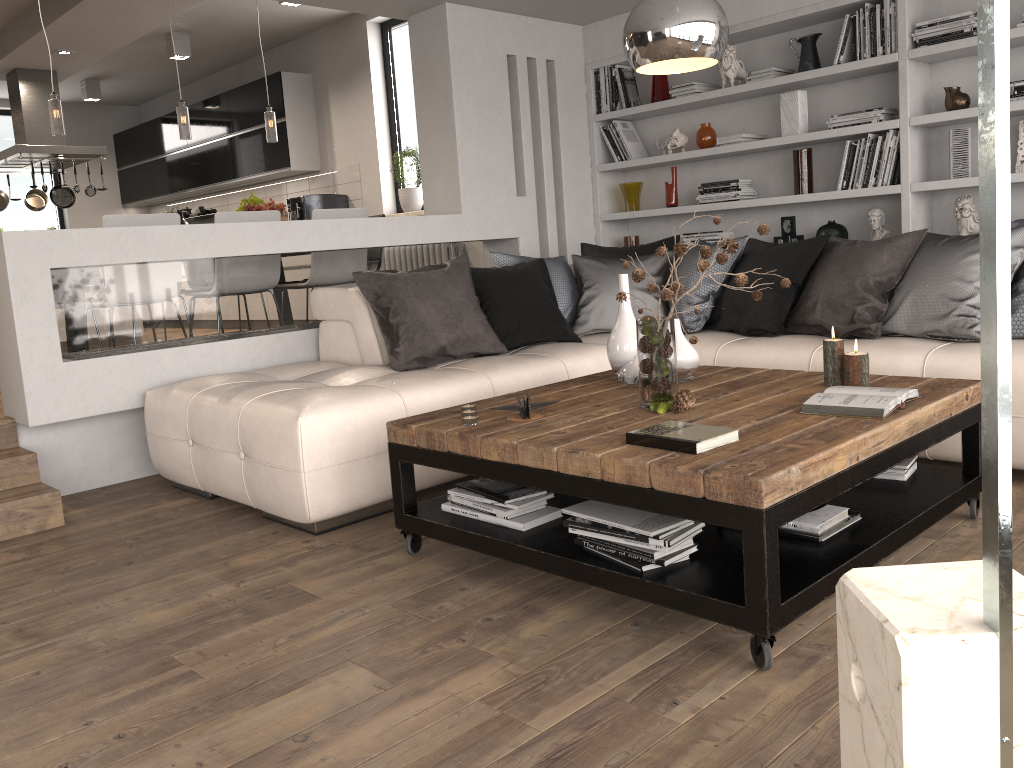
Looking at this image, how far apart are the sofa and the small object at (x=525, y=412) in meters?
0.7 m

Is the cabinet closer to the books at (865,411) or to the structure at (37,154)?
the structure at (37,154)

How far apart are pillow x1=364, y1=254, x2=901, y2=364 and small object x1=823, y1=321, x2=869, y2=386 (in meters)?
2.07

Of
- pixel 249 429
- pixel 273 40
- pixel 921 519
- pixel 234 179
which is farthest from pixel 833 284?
pixel 234 179

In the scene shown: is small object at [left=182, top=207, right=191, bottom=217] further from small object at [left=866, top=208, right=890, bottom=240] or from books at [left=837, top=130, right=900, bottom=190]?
small object at [left=866, top=208, right=890, bottom=240]

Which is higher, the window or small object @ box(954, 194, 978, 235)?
the window

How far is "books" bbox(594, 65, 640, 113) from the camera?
5.89m

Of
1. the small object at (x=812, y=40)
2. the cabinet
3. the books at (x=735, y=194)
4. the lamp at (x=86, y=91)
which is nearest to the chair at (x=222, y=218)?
the books at (x=735, y=194)

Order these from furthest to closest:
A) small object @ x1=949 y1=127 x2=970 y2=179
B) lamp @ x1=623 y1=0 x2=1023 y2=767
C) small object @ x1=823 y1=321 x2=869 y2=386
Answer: small object @ x1=949 y1=127 x2=970 y2=179, small object @ x1=823 y1=321 x2=869 y2=386, lamp @ x1=623 y1=0 x2=1023 y2=767

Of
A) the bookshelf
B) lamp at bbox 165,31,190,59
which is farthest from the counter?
the bookshelf
